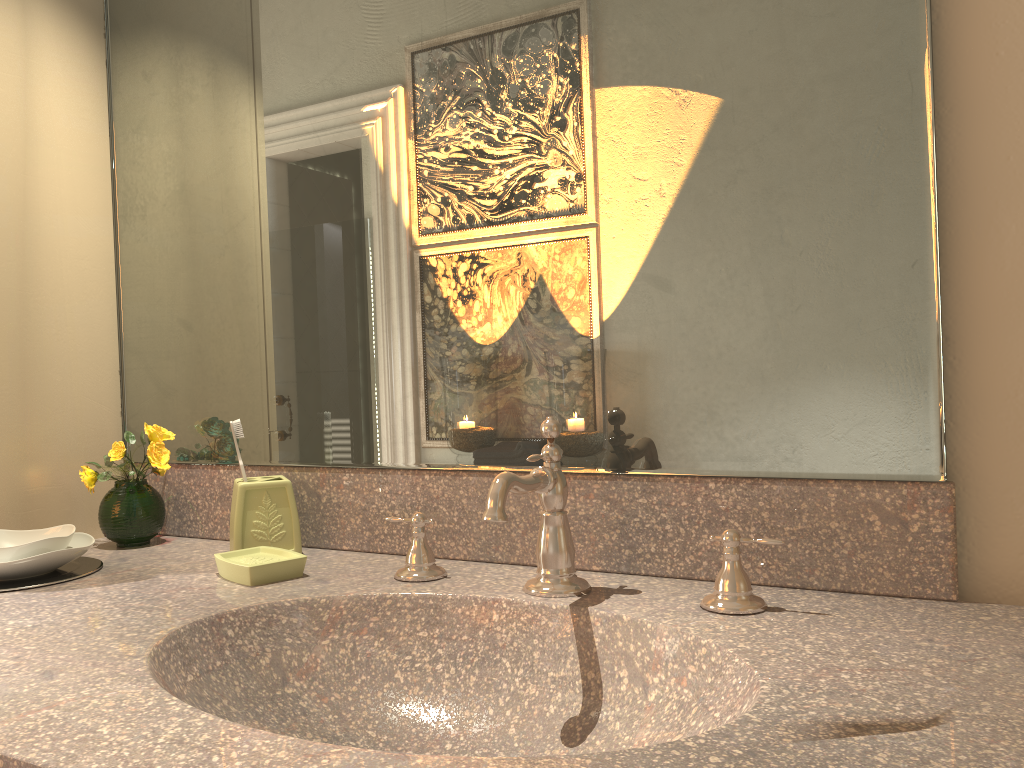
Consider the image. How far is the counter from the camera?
0.6m

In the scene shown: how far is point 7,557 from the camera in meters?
1.2

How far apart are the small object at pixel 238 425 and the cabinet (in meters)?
0.38

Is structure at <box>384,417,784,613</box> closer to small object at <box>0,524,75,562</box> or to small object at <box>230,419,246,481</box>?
small object at <box>230,419,246,481</box>

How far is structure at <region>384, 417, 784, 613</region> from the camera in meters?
1.0 m

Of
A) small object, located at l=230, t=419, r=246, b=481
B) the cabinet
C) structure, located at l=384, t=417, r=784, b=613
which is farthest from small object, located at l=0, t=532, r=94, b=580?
structure, located at l=384, t=417, r=784, b=613

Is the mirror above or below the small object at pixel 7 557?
above

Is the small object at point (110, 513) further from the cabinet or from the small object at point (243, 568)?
the small object at point (243, 568)

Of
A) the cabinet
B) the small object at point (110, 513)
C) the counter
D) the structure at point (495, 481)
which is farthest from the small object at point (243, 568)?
the cabinet

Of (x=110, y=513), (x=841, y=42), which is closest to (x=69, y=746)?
(x=110, y=513)
